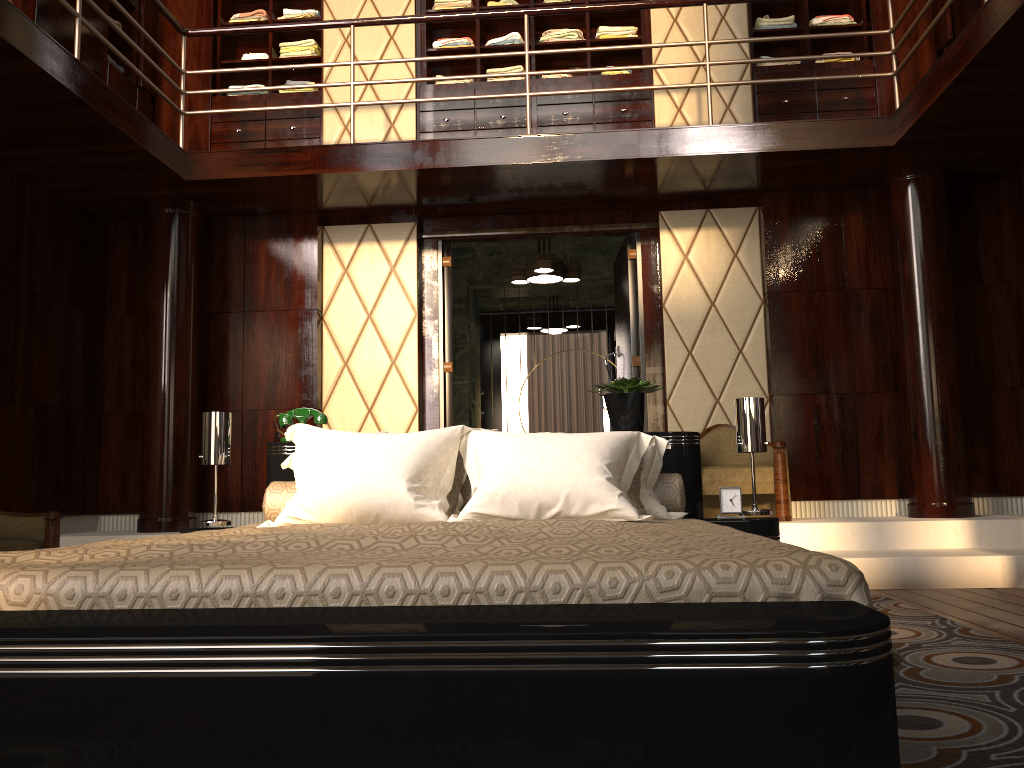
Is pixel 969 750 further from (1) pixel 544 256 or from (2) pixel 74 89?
(1) pixel 544 256

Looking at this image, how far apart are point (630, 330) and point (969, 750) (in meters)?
4.09

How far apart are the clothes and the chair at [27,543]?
3.45m

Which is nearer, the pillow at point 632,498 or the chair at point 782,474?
the pillow at point 632,498

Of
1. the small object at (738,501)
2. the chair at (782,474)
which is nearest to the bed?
the small object at (738,501)

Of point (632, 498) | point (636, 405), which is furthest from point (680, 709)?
point (636, 405)

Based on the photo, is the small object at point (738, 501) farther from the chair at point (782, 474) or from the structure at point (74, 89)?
the structure at point (74, 89)

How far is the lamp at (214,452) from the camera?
3.00m

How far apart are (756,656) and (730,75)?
5.2 meters

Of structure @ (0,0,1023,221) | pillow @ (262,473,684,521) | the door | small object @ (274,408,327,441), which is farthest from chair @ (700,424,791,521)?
small object @ (274,408,327,441)
